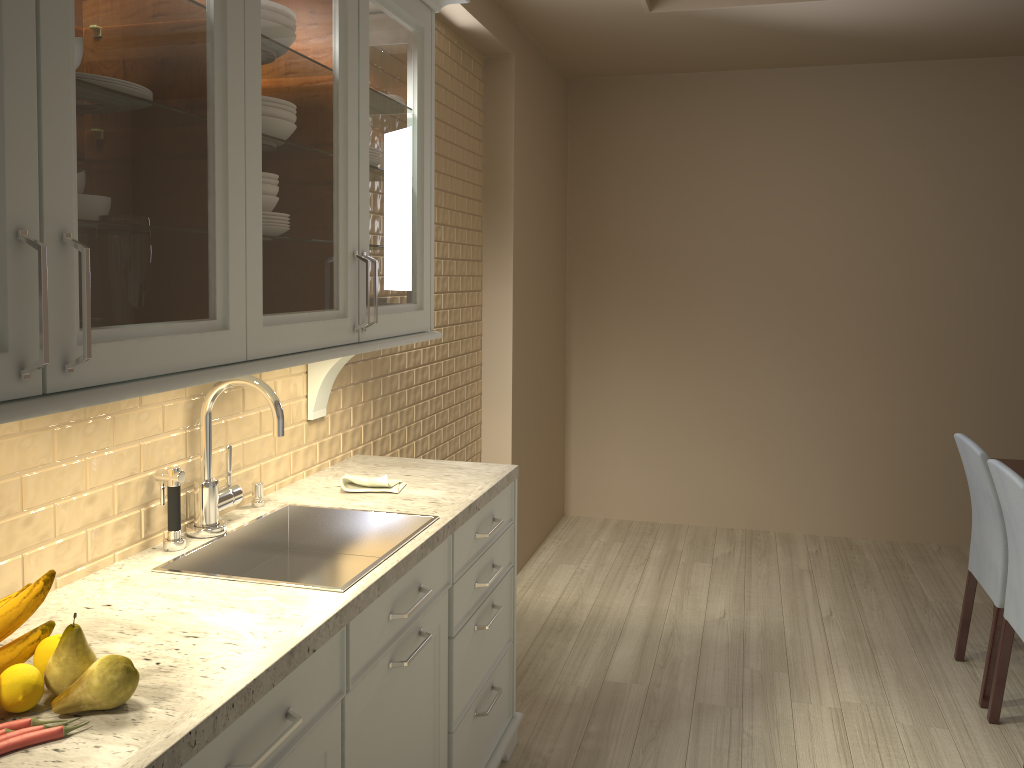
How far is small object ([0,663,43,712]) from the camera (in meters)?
1.08

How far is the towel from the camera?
2.2 meters

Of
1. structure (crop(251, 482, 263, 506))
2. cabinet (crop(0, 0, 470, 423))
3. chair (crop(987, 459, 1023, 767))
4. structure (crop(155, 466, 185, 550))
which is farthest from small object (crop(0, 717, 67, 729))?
chair (crop(987, 459, 1023, 767))

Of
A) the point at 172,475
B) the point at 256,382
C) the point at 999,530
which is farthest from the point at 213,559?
the point at 999,530

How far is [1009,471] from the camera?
2.5m

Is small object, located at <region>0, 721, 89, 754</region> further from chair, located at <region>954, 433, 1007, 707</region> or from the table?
the table

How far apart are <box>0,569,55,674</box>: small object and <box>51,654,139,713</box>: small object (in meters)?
0.12

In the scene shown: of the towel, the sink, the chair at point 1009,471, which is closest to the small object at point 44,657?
the sink

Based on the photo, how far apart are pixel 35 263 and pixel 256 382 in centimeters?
78cm

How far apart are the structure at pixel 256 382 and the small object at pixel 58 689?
0.7 meters
